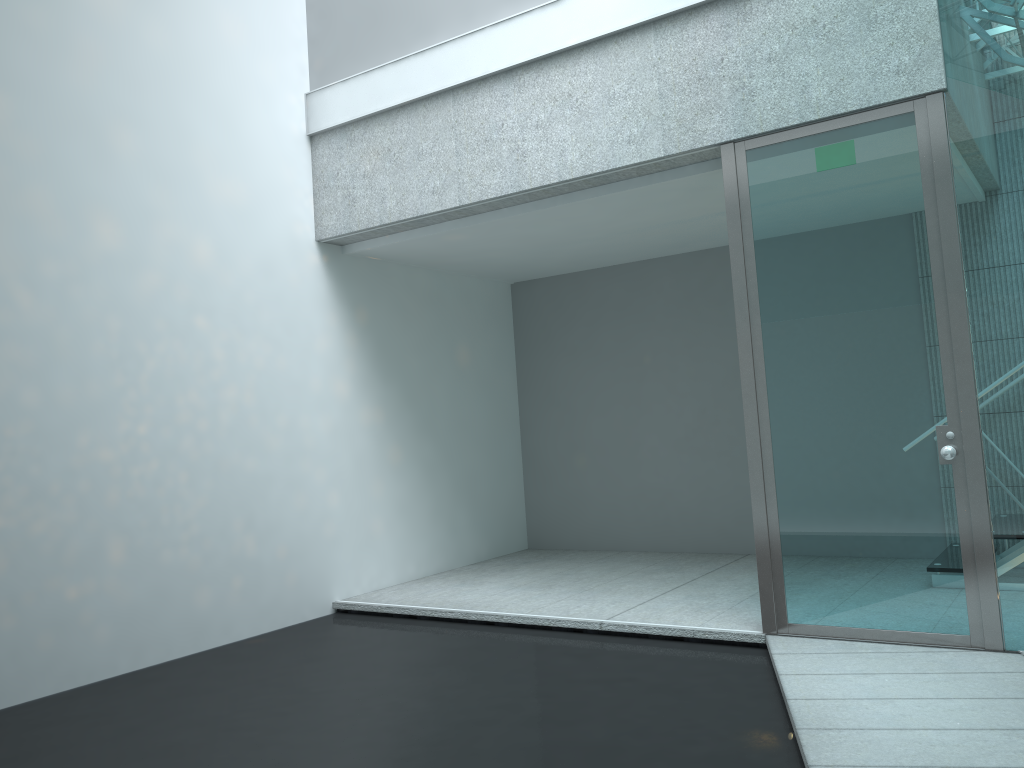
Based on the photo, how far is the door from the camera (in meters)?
3.26

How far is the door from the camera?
3.3 meters

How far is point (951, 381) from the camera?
3.3 meters
